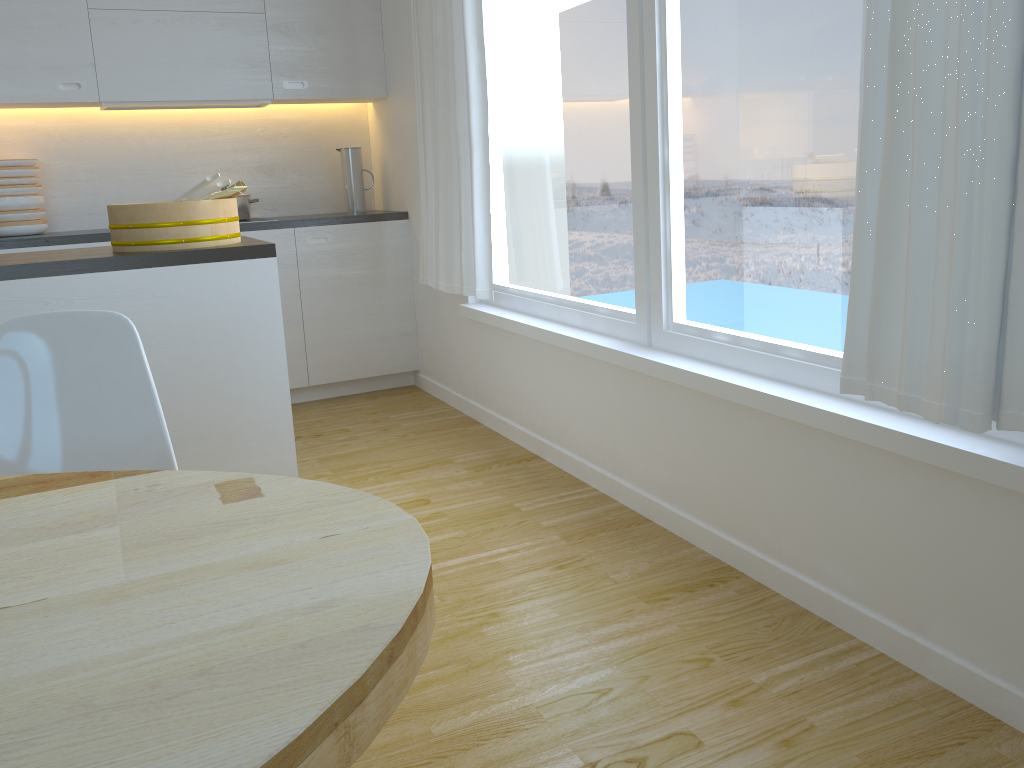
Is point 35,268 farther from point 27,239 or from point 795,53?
point 795,53

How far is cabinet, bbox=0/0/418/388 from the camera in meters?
4.0 m

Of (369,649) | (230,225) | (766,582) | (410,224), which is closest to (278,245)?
(410,224)

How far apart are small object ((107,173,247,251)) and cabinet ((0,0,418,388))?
1.6m

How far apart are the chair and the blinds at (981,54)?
1.37m

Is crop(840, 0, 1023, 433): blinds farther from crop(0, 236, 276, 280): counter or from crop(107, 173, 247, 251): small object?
crop(107, 173, 247, 251): small object

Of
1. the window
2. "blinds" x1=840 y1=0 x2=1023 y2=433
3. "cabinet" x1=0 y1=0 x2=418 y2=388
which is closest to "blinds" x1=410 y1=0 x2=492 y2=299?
the window

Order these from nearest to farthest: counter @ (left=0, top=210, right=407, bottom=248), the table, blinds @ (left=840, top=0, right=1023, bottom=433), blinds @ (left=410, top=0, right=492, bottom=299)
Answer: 1. the table
2. blinds @ (left=840, top=0, right=1023, bottom=433)
3. blinds @ (left=410, top=0, right=492, bottom=299)
4. counter @ (left=0, top=210, right=407, bottom=248)

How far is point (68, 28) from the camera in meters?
4.0

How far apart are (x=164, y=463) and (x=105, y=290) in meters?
0.9
